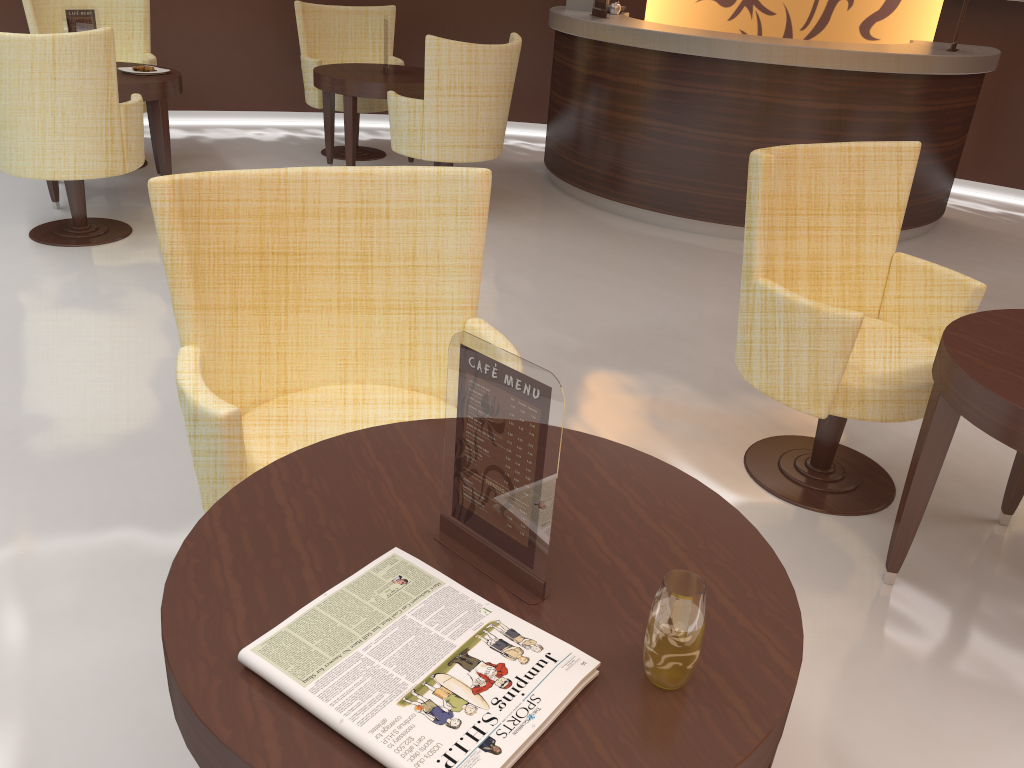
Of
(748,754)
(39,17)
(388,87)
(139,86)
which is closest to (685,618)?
(748,754)

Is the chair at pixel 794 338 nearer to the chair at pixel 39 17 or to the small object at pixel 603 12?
the small object at pixel 603 12

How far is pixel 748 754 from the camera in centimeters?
100cm

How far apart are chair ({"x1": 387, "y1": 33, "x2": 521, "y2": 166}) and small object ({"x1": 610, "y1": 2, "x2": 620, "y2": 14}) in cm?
120

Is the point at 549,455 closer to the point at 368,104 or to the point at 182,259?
the point at 182,259

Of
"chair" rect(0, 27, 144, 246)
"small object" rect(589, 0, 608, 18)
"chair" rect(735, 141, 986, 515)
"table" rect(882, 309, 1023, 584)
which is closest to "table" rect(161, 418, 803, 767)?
"table" rect(882, 309, 1023, 584)

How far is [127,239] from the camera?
4.5 meters

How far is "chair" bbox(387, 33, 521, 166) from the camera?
4.71m

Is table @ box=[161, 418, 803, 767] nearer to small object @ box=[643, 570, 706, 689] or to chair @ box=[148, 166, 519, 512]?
small object @ box=[643, 570, 706, 689]

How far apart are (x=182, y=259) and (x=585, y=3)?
5.00m
